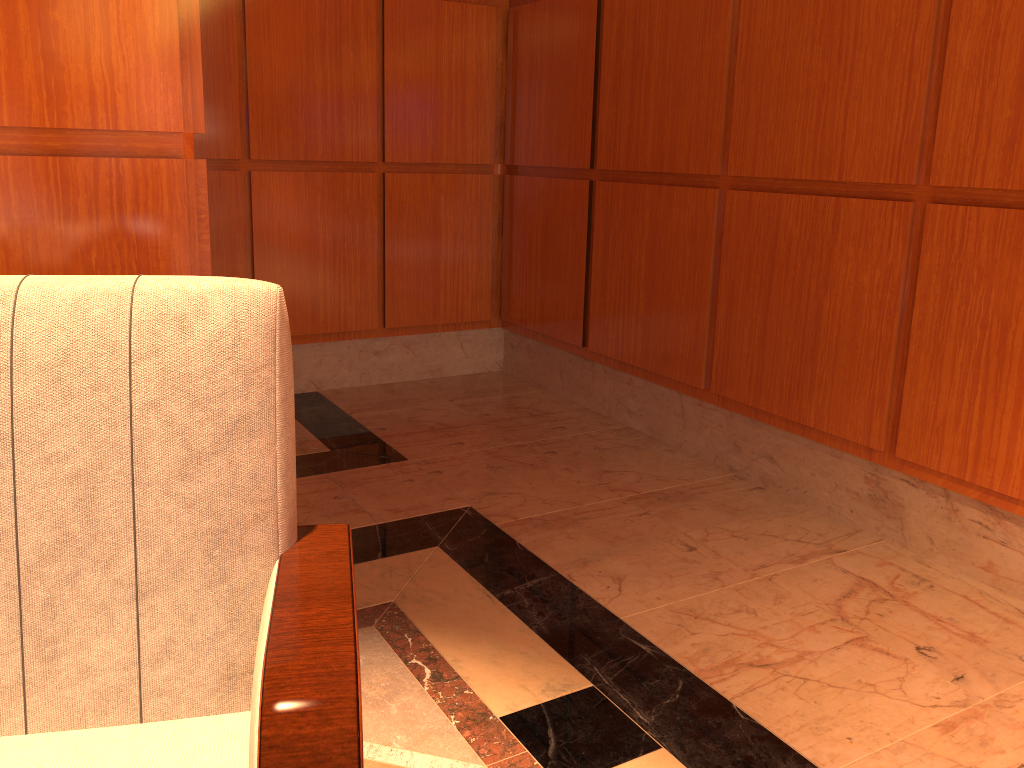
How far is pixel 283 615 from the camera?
1.1m

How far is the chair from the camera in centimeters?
109cm

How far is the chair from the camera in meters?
1.1

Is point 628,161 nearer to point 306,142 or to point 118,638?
point 306,142
